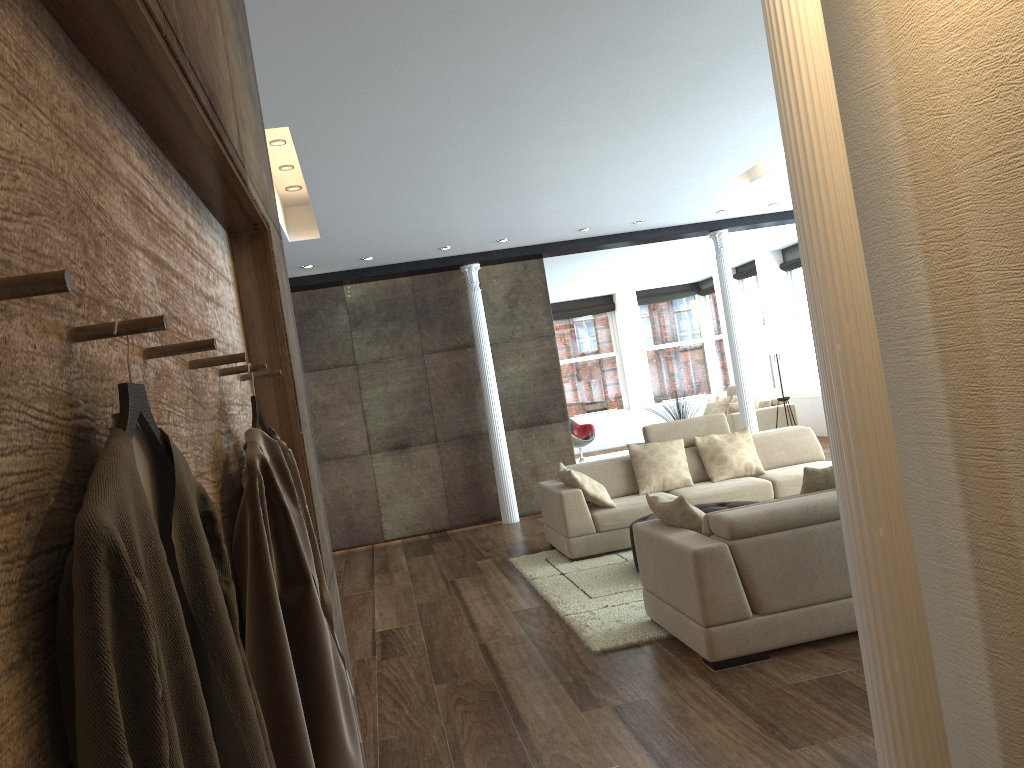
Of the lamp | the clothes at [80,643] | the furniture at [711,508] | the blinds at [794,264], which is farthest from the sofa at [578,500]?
the blinds at [794,264]

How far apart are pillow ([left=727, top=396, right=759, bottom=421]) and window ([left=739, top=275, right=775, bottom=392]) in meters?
2.7

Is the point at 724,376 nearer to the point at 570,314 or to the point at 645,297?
the point at 645,297

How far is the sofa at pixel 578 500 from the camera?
7.1m

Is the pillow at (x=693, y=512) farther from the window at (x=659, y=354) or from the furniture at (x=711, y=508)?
the window at (x=659, y=354)

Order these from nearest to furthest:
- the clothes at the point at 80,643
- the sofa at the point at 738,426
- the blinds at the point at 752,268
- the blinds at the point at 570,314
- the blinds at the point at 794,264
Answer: the clothes at the point at 80,643
the sofa at the point at 738,426
the blinds at the point at 794,264
the blinds at the point at 752,268
the blinds at the point at 570,314

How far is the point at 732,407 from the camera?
13.06m

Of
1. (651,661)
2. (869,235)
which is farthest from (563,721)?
(869,235)

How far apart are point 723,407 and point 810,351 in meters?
1.6

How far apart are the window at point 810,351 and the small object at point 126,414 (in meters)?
13.89
